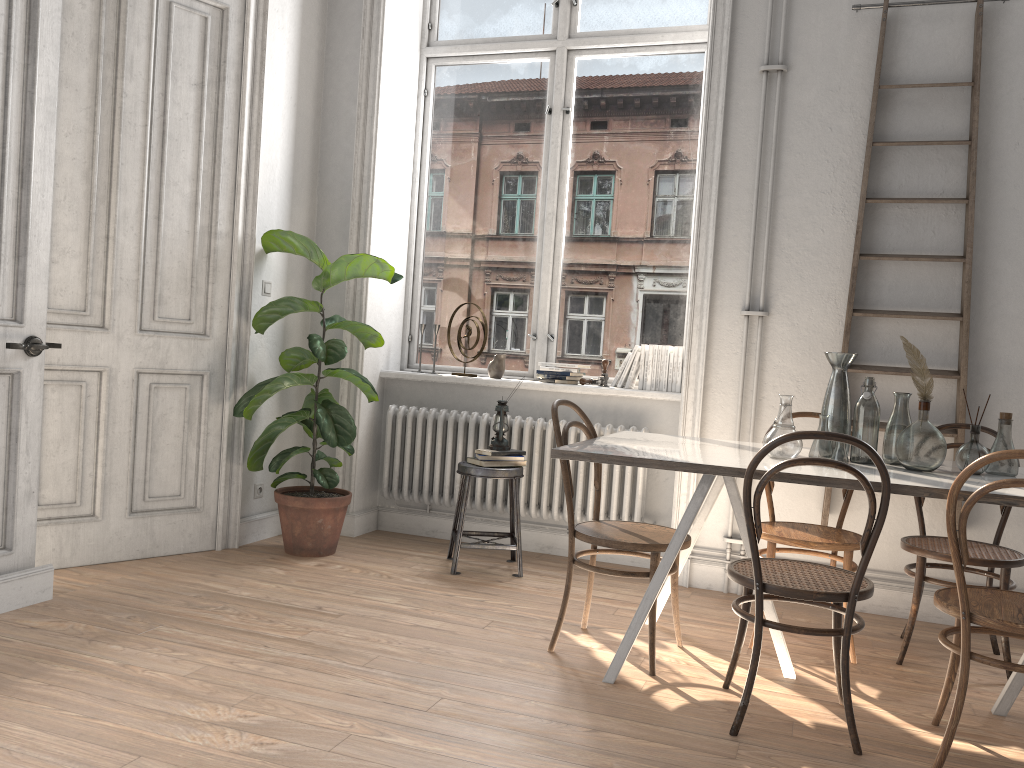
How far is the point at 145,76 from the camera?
4.04m

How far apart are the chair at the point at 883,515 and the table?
0.0 meters

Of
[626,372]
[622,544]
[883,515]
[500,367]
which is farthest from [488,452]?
[883,515]

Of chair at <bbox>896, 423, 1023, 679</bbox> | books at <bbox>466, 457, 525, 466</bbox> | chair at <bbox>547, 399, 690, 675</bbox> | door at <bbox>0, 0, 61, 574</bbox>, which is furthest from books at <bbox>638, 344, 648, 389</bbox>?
door at <bbox>0, 0, 61, 574</bbox>

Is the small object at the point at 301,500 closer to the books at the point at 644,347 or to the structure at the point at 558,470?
the structure at the point at 558,470

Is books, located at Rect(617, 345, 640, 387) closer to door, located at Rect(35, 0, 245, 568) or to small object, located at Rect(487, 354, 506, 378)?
small object, located at Rect(487, 354, 506, 378)

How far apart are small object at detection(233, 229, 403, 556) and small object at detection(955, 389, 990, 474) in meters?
2.7 m

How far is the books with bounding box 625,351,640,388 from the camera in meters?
Answer: 4.8 m

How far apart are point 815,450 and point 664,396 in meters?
1.5

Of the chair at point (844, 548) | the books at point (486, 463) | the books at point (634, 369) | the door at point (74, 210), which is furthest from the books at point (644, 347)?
the door at point (74, 210)
